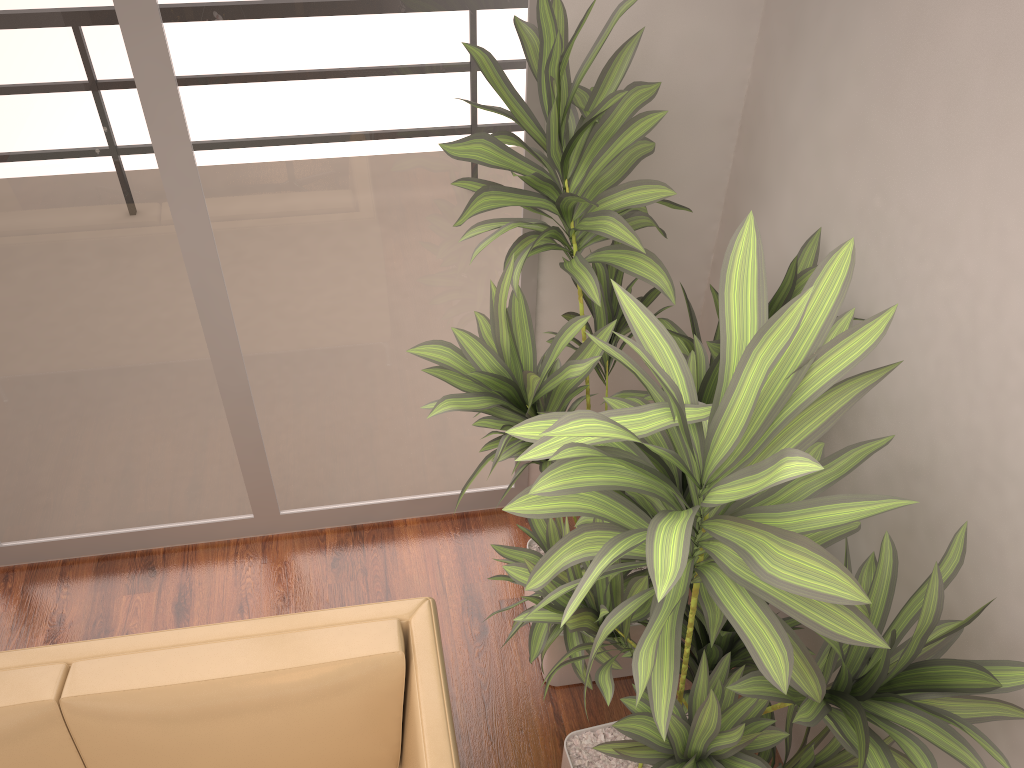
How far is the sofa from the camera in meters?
2.0

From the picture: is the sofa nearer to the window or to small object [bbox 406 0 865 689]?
small object [bbox 406 0 865 689]

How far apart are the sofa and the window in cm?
100

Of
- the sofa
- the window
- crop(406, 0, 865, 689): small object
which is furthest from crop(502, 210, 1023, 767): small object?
the window

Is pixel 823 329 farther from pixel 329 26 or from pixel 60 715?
pixel 60 715

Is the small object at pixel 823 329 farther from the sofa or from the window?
the window

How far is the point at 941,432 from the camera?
1.85m

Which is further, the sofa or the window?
the window

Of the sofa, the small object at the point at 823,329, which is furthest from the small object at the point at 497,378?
the sofa

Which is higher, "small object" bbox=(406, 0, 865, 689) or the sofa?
"small object" bbox=(406, 0, 865, 689)
